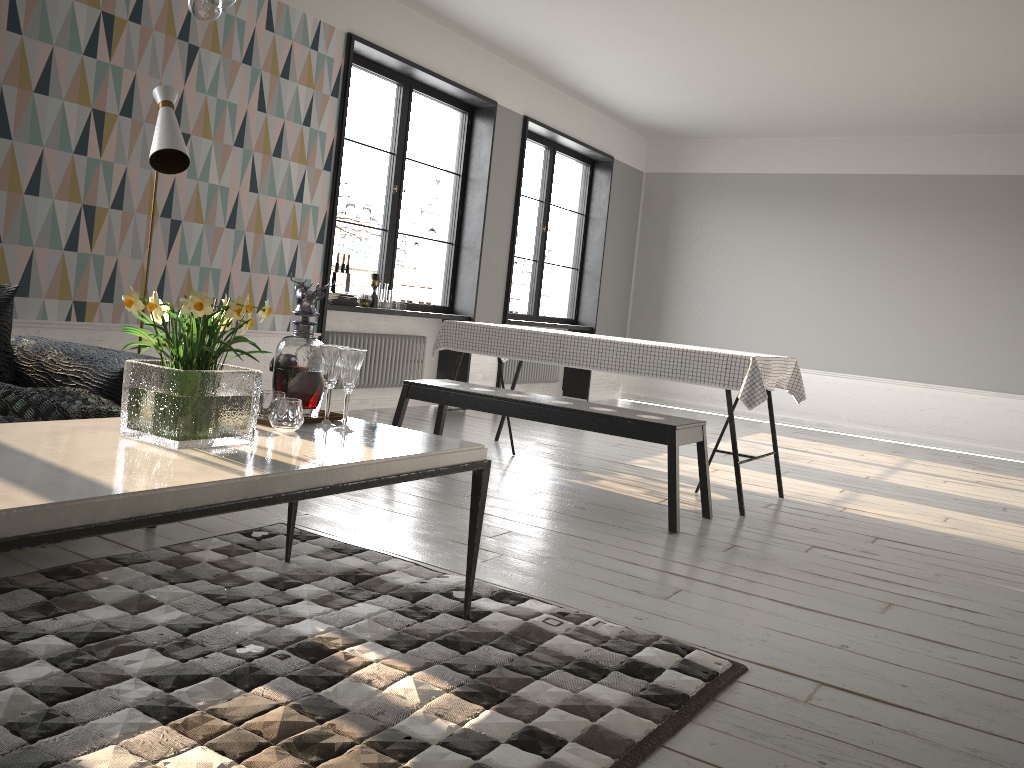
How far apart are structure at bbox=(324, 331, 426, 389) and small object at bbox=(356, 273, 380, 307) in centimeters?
27cm

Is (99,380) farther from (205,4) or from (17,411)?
(205,4)

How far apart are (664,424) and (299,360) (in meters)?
1.91

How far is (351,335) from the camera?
6.55m

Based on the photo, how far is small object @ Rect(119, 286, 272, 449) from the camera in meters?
1.9 m

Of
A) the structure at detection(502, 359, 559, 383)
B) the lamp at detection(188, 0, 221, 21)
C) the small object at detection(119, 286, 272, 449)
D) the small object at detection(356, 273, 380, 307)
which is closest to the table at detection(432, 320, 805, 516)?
the small object at detection(356, 273, 380, 307)

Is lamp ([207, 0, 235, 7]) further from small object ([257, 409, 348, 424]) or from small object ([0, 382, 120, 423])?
small object ([0, 382, 120, 423])

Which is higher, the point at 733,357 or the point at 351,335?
the point at 733,357

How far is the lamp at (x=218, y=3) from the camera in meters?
1.8

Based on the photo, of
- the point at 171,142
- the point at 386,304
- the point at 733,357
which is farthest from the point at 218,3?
the point at 386,304
